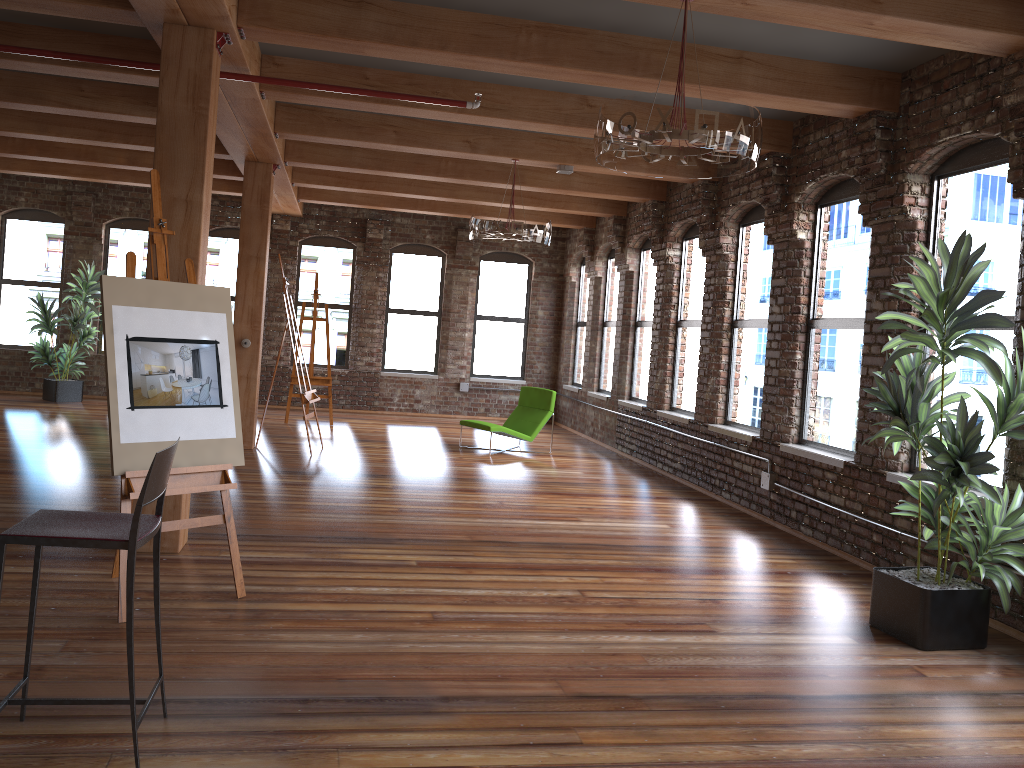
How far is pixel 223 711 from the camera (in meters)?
3.21

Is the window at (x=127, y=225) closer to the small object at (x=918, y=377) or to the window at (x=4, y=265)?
the window at (x=4, y=265)

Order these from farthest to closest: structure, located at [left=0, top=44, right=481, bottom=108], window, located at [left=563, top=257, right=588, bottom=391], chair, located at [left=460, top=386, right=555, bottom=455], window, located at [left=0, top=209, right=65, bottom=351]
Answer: window, located at [left=563, top=257, right=588, bottom=391] → window, located at [left=0, top=209, right=65, bottom=351] → chair, located at [left=460, top=386, right=555, bottom=455] → structure, located at [left=0, top=44, right=481, bottom=108]

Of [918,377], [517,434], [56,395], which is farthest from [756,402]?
[56,395]

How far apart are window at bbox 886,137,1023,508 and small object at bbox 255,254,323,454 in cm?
593

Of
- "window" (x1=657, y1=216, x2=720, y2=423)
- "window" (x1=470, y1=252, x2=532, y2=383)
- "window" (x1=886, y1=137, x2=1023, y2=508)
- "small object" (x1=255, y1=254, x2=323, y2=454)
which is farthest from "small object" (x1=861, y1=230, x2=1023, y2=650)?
"window" (x1=470, y1=252, x2=532, y2=383)

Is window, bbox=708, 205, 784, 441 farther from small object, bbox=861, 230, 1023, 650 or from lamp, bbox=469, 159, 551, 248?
small object, bbox=861, 230, 1023, 650

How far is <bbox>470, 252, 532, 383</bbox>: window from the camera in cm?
1499

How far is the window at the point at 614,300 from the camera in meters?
12.8

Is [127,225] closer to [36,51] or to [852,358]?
[36,51]
